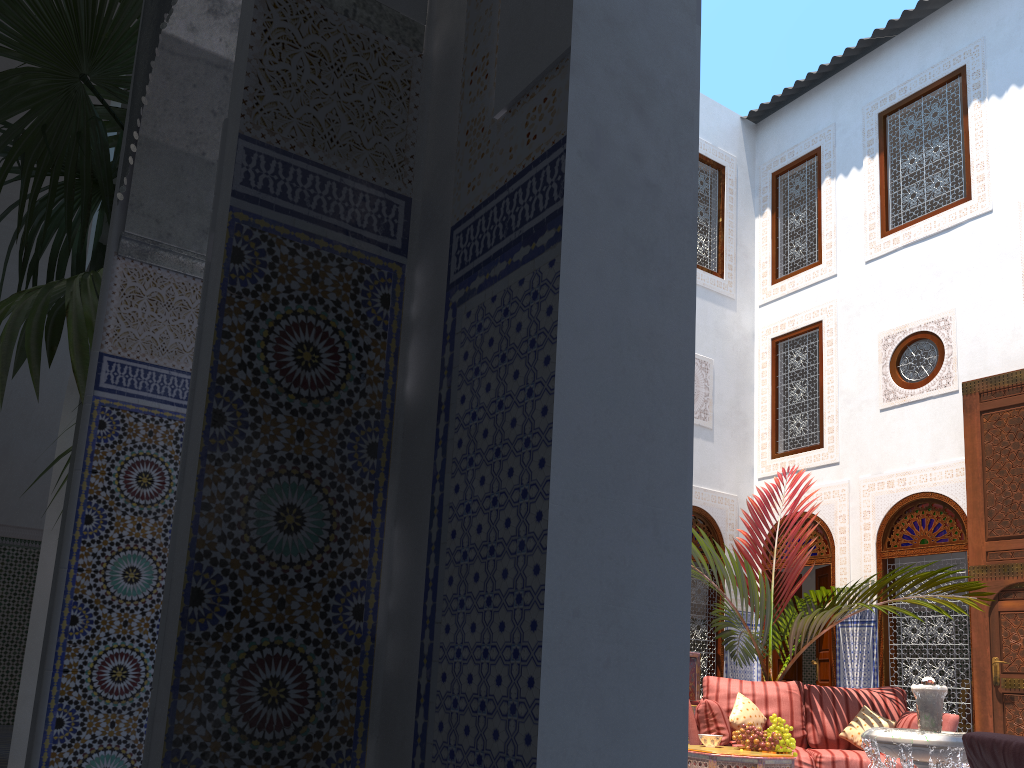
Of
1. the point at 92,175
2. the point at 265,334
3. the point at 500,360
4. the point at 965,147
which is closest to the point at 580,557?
the point at 500,360

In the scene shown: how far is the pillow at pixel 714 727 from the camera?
4.29m

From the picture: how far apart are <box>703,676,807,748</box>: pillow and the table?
0.7m

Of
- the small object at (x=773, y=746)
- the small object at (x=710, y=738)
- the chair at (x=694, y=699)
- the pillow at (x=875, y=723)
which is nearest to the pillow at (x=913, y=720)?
the pillow at (x=875, y=723)

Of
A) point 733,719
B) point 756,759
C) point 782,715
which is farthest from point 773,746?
point 782,715

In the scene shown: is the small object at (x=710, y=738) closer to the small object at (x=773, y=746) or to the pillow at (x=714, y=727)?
the small object at (x=773, y=746)

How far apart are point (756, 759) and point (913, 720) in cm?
98

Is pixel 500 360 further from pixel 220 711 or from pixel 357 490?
pixel 220 711

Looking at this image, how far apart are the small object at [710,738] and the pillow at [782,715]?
0.6 meters

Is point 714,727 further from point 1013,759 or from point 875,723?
point 1013,759
